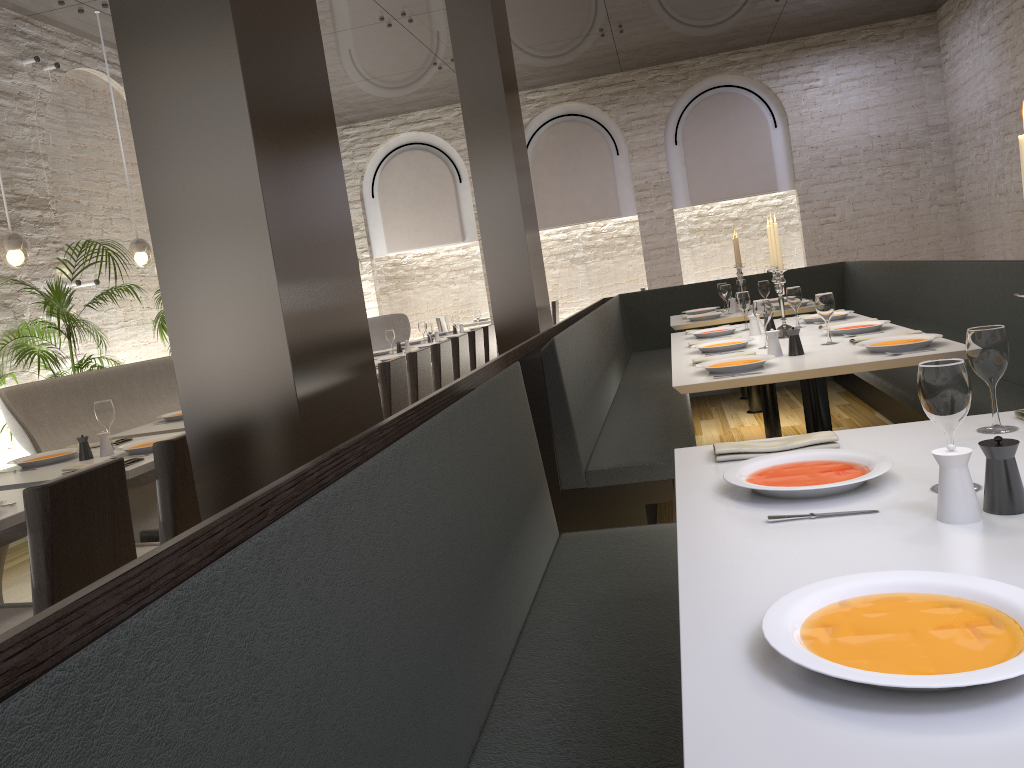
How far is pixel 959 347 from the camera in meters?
3.3 m

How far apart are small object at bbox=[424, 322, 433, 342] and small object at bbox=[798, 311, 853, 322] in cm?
425

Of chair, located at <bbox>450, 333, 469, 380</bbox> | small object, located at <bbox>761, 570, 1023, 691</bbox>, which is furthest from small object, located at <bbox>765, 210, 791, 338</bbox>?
small object, located at <bbox>761, 570, 1023, 691</bbox>

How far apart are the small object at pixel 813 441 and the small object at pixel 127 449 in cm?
262

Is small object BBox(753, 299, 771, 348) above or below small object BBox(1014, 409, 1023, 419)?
above

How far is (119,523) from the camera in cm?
262

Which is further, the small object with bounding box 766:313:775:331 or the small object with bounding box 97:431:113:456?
the small object with bounding box 766:313:775:331

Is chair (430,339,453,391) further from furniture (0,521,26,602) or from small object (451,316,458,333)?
small object (451,316,458,333)

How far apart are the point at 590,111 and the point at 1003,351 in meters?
10.9

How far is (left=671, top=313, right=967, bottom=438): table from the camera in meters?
3.3 m
